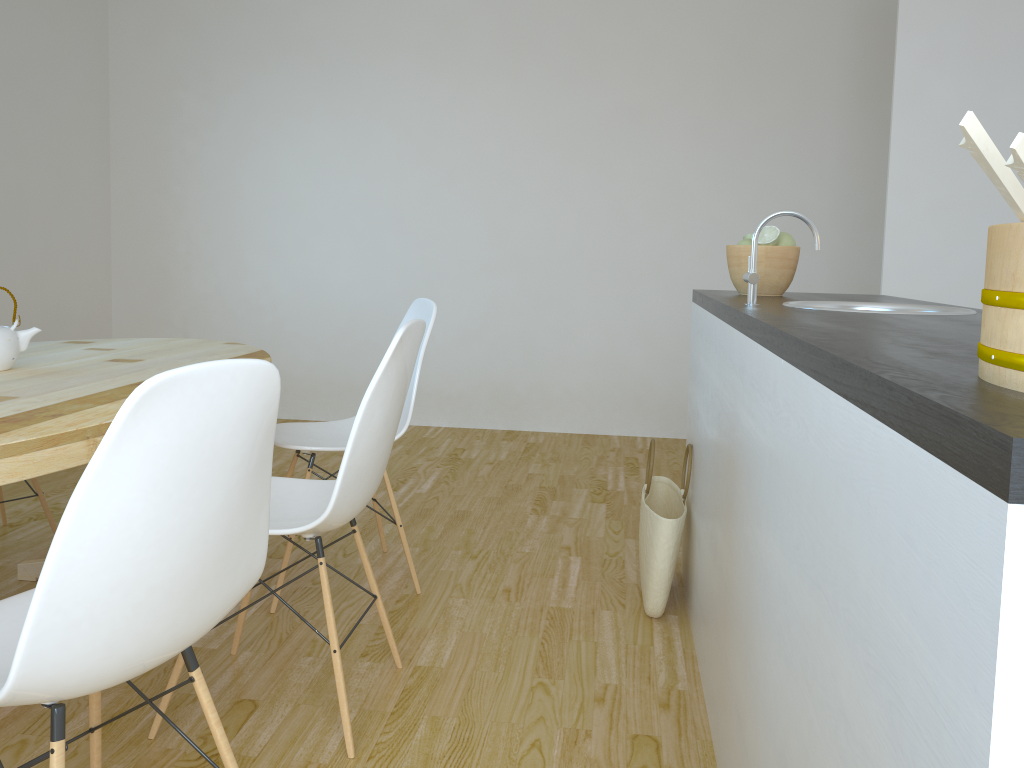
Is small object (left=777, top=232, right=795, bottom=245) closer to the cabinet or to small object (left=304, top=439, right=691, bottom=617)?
the cabinet

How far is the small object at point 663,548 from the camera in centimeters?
252cm

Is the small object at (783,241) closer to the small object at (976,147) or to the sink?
the sink

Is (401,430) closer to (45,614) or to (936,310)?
(936,310)

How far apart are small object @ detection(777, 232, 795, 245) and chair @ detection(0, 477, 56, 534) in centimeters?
255cm

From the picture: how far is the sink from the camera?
2.0m

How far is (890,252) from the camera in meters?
3.6 m

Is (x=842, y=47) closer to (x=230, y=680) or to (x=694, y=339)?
(x=694, y=339)

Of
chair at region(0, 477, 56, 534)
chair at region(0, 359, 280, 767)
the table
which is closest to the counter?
chair at region(0, 359, 280, 767)

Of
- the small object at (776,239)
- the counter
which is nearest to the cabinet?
the counter
